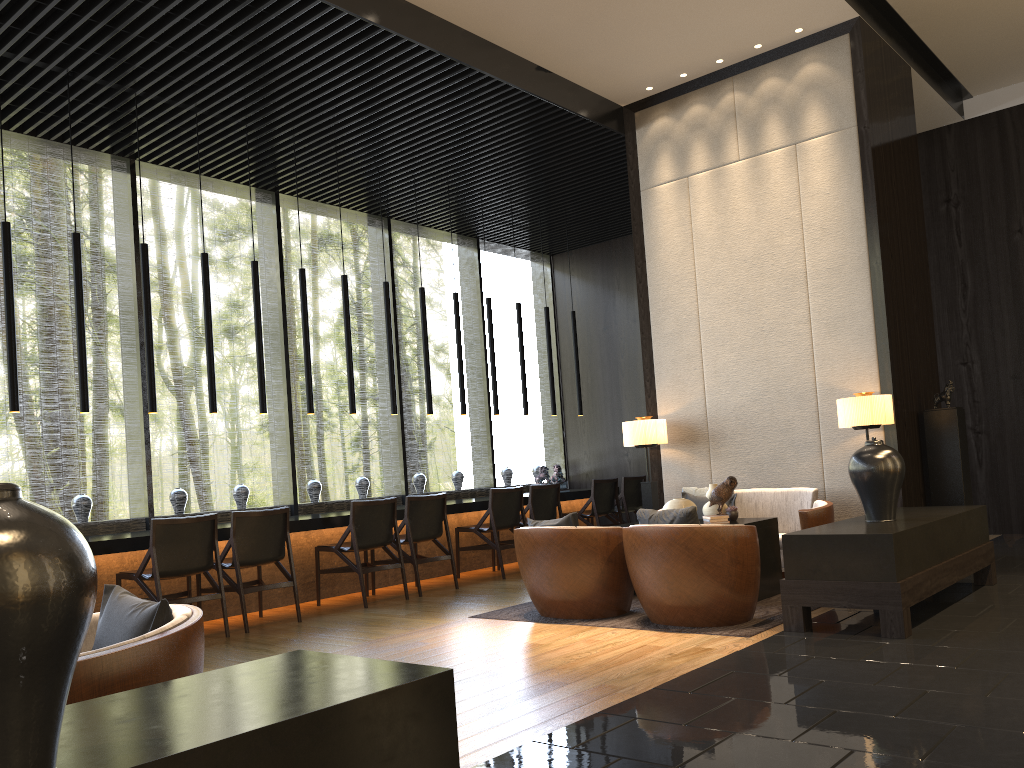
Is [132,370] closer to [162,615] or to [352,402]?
[352,402]

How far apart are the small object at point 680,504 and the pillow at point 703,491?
0.9 meters

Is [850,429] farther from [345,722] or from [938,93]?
[345,722]

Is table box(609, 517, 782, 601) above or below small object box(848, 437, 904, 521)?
below

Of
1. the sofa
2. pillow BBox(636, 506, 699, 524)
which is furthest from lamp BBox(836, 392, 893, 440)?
pillow BBox(636, 506, 699, 524)

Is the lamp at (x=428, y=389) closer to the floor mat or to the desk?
the desk

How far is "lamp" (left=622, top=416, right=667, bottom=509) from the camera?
7.4 meters

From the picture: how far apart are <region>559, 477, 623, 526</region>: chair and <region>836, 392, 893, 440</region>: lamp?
3.33m

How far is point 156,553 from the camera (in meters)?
5.61

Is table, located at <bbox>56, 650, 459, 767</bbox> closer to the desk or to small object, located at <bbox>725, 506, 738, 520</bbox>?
the desk
